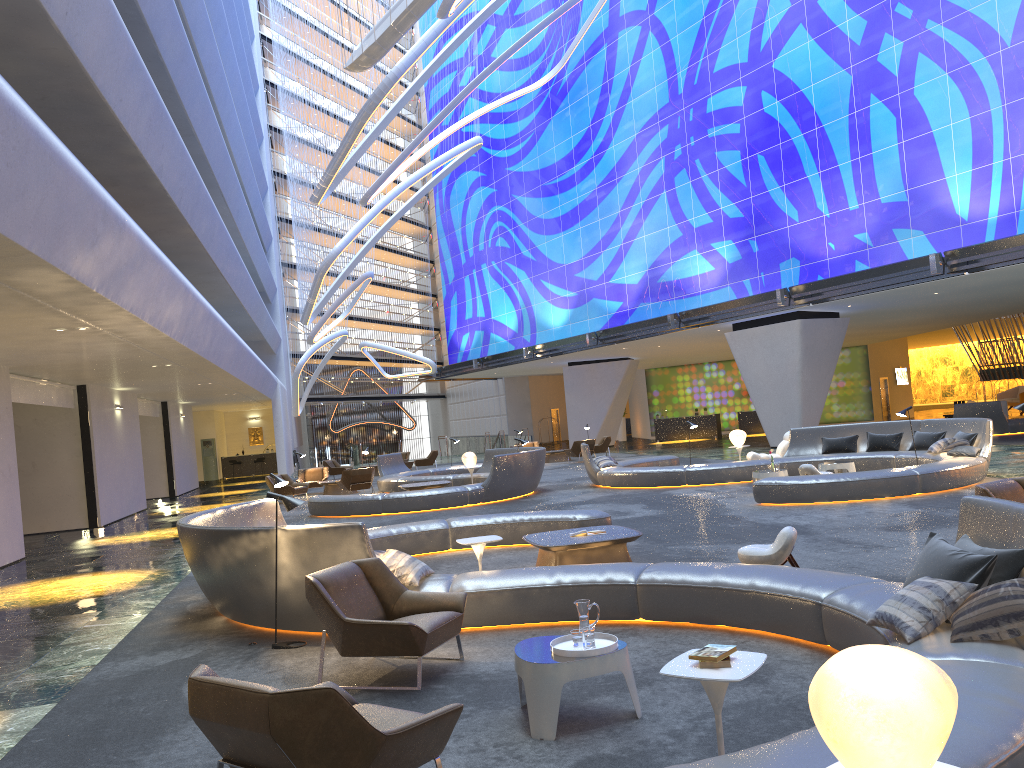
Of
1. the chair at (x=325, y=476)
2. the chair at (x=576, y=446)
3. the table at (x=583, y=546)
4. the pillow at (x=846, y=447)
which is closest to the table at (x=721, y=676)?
the table at (x=583, y=546)

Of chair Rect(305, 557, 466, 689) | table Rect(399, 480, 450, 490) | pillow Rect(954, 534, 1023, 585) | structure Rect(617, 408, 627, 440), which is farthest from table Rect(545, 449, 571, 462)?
pillow Rect(954, 534, 1023, 585)

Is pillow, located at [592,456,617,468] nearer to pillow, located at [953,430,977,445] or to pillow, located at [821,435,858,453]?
pillow, located at [821,435,858,453]

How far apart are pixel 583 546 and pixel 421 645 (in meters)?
3.51

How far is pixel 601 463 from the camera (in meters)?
19.85

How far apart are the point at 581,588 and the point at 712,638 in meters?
1.1 m

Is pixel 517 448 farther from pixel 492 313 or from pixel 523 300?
pixel 492 313

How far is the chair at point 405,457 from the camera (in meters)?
35.47

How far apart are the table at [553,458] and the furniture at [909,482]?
9.80m

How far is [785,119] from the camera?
27.0 meters
